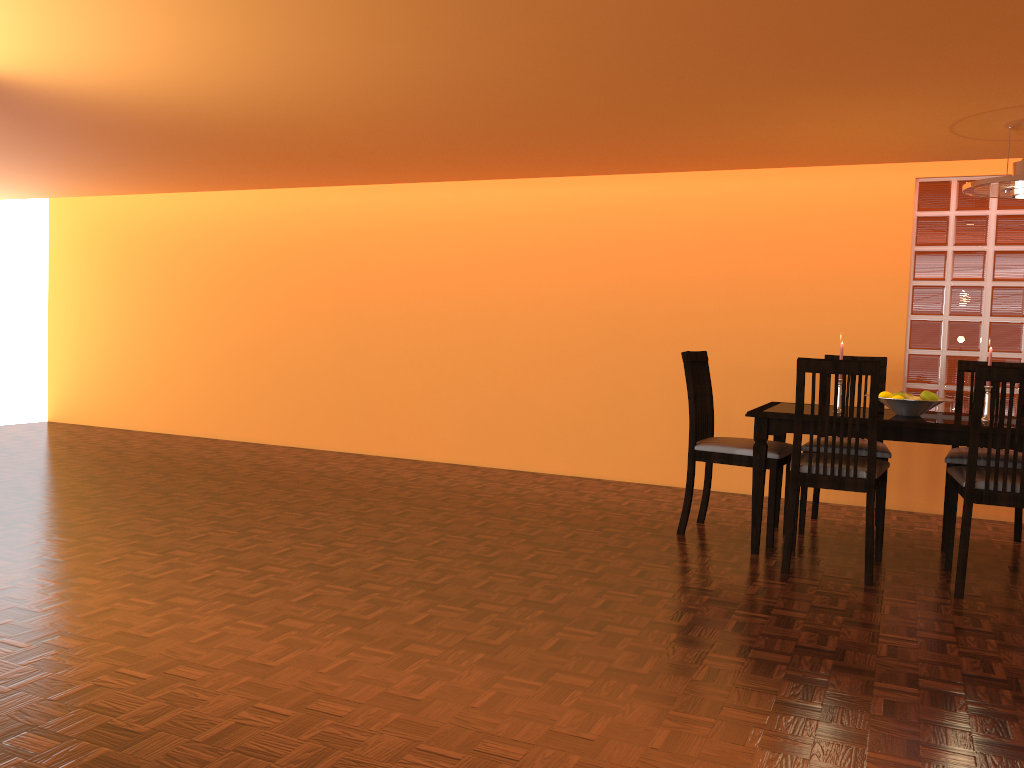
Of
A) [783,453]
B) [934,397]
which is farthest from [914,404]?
[783,453]

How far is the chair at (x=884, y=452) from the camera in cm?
380

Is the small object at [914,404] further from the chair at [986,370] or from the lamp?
the lamp

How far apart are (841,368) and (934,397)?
0.7m

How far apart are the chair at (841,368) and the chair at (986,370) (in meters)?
0.22

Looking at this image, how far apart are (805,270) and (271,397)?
3.7m

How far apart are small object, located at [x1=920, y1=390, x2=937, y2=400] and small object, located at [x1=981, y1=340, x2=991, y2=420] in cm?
19

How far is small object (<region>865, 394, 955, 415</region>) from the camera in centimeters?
349cm

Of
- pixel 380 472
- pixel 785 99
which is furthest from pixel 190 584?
pixel 785 99

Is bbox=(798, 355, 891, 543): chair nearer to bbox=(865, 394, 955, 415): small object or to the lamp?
bbox=(865, 394, 955, 415): small object
